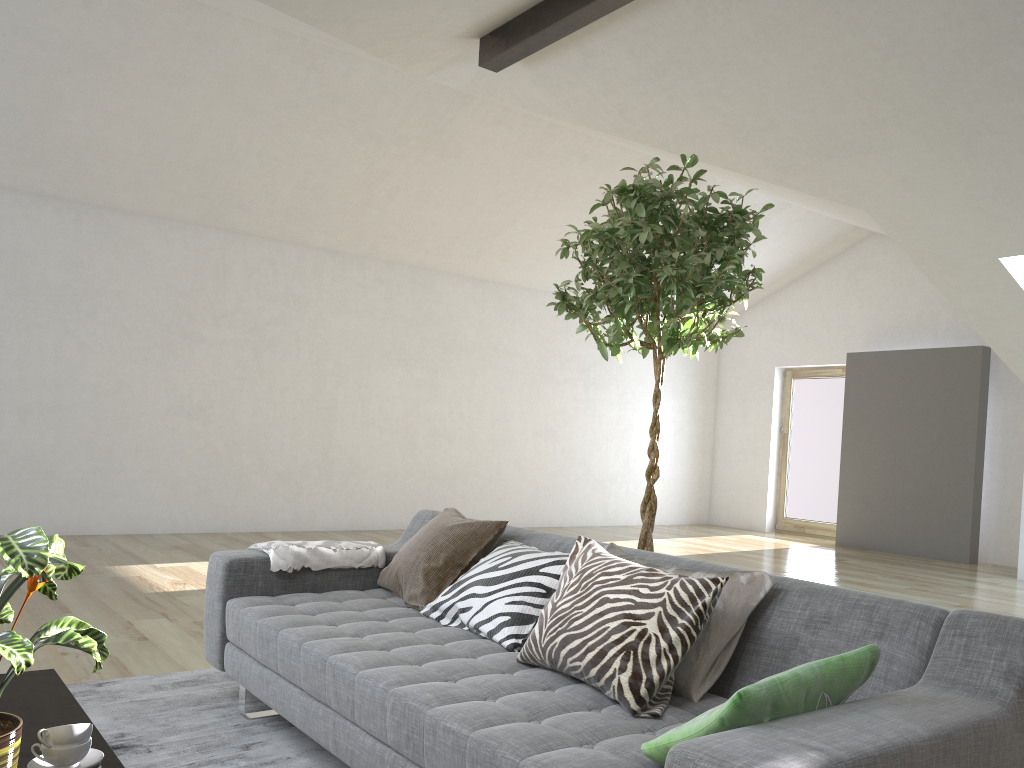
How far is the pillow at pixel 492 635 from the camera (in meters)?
2.54

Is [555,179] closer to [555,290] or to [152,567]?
[555,290]

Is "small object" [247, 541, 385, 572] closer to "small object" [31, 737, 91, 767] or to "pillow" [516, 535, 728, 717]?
"pillow" [516, 535, 728, 717]

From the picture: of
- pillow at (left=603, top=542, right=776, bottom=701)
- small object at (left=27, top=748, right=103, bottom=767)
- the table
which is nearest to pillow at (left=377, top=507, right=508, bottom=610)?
pillow at (left=603, top=542, right=776, bottom=701)

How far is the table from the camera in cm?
181

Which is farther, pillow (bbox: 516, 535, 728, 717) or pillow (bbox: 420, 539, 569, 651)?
pillow (bbox: 420, 539, 569, 651)

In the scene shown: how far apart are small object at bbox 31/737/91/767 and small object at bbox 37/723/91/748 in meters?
0.0

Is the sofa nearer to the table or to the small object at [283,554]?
the small object at [283,554]

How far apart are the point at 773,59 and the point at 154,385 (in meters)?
5.77

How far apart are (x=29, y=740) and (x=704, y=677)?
1.45m
